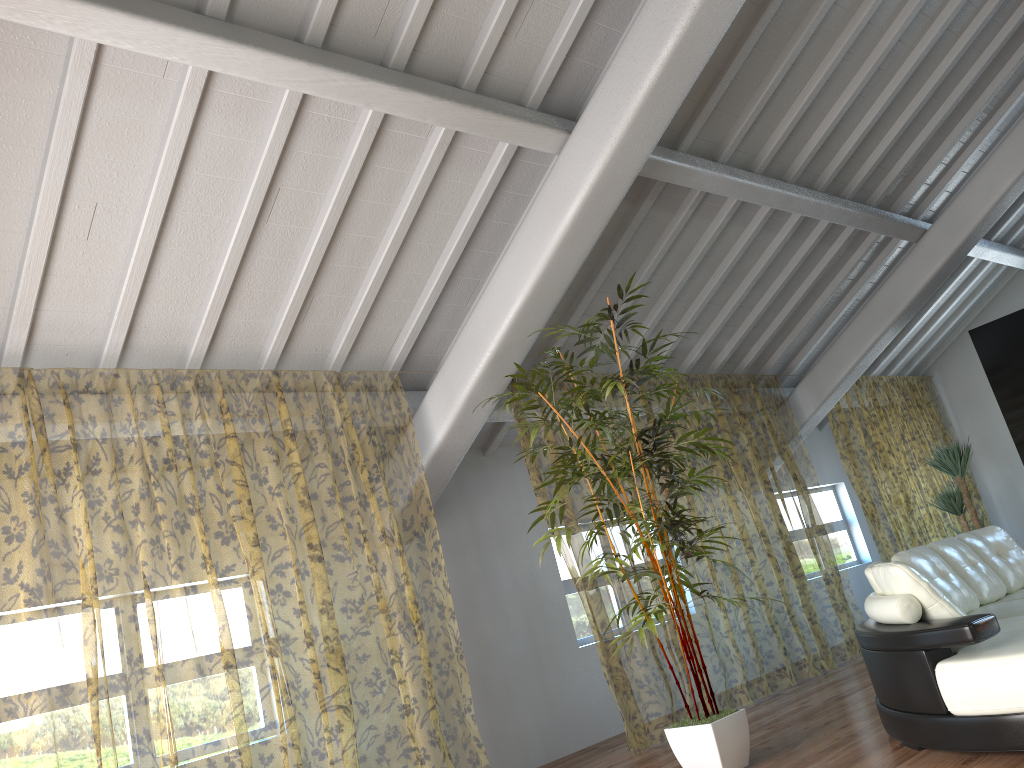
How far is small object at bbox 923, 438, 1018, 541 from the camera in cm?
756

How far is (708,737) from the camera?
4.25m

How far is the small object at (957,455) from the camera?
7.56m

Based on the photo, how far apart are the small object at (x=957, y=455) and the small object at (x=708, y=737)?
3.6 meters

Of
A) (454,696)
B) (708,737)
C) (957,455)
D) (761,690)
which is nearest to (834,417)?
(761,690)

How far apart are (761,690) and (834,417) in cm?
611

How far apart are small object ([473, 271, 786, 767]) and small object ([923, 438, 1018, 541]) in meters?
3.6

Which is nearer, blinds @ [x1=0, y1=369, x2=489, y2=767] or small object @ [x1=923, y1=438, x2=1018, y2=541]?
small object @ [x1=923, y1=438, x2=1018, y2=541]

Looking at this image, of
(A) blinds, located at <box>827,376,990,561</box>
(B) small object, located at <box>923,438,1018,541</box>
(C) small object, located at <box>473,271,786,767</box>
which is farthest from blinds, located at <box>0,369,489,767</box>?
(B) small object, located at <box>923,438,1018,541</box>

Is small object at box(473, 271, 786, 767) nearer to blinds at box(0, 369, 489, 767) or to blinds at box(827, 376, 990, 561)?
blinds at box(0, 369, 489, 767)
